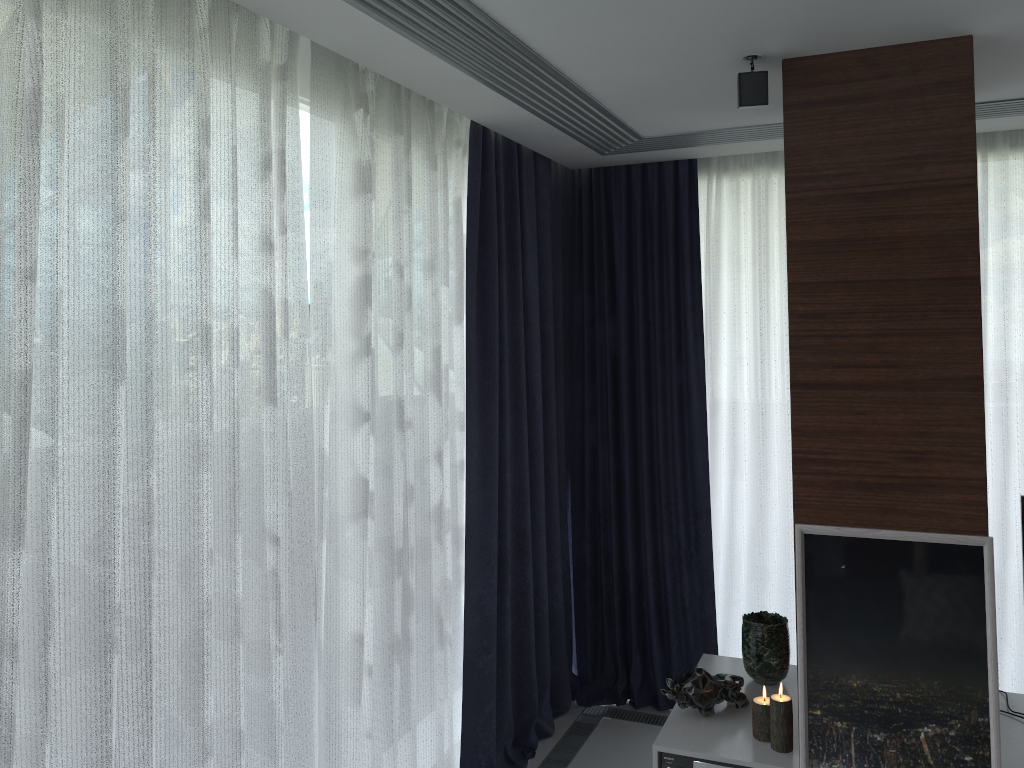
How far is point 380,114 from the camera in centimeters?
275cm

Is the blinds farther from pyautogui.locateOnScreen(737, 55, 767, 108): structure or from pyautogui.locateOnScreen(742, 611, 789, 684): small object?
pyautogui.locateOnScreen(737, 55, 767, 108): structure

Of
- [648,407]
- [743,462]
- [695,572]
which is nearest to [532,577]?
[695,572]

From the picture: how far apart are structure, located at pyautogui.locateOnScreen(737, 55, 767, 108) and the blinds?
1.03m

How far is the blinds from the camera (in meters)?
1.74

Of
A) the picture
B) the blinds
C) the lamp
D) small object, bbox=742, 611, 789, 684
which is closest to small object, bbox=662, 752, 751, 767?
the lamp

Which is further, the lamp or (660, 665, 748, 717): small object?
(660, 665, 748, 717): small object

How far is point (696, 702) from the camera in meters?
2.9

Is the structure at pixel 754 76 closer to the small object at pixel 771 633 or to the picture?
the picture

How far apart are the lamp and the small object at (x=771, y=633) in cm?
36
